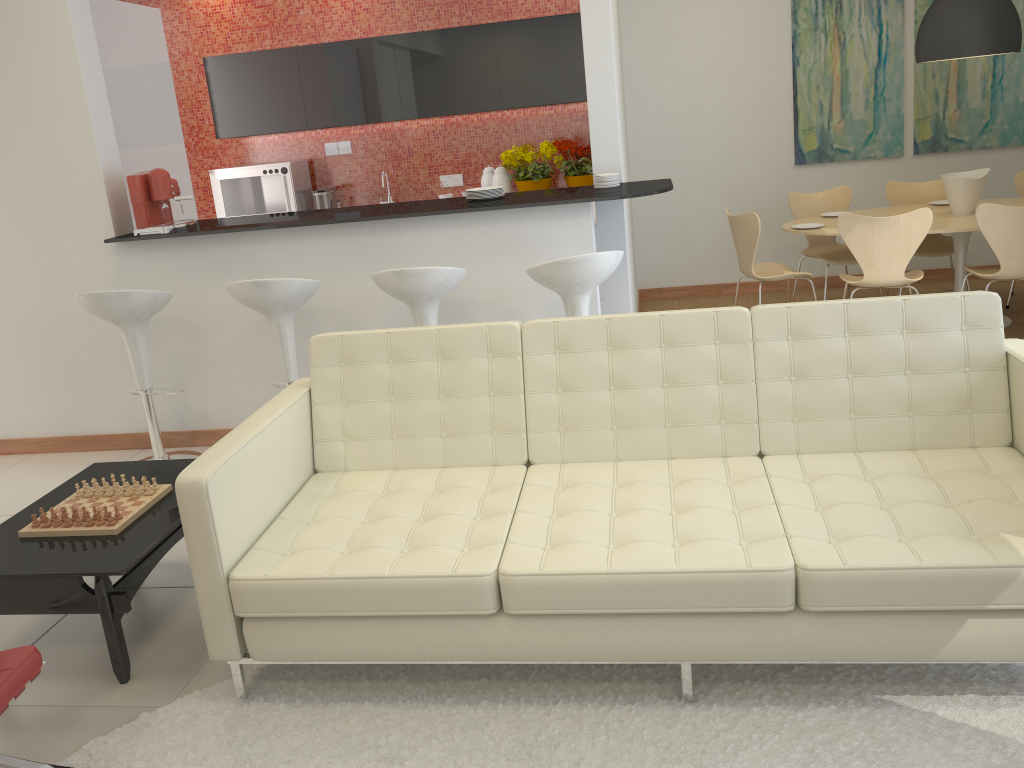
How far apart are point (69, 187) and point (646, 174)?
4.3m

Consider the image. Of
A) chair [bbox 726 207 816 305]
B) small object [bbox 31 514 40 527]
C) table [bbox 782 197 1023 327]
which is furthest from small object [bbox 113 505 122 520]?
table [bbox 782 197 1023 327]

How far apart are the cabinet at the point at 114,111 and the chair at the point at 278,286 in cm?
155

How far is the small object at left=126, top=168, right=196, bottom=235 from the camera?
4.57m

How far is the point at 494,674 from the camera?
2.70m

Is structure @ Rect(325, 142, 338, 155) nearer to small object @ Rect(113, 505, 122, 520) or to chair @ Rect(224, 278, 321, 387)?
chair @ Rect(224, 278, 321, 387)

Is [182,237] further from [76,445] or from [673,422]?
[673,422]

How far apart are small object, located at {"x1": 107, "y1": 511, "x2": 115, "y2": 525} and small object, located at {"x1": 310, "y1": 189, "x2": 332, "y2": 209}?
4.74m

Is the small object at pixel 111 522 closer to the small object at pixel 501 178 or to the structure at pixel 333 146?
the small object at pixel 501 178

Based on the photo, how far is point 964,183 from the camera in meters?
5.6 m
